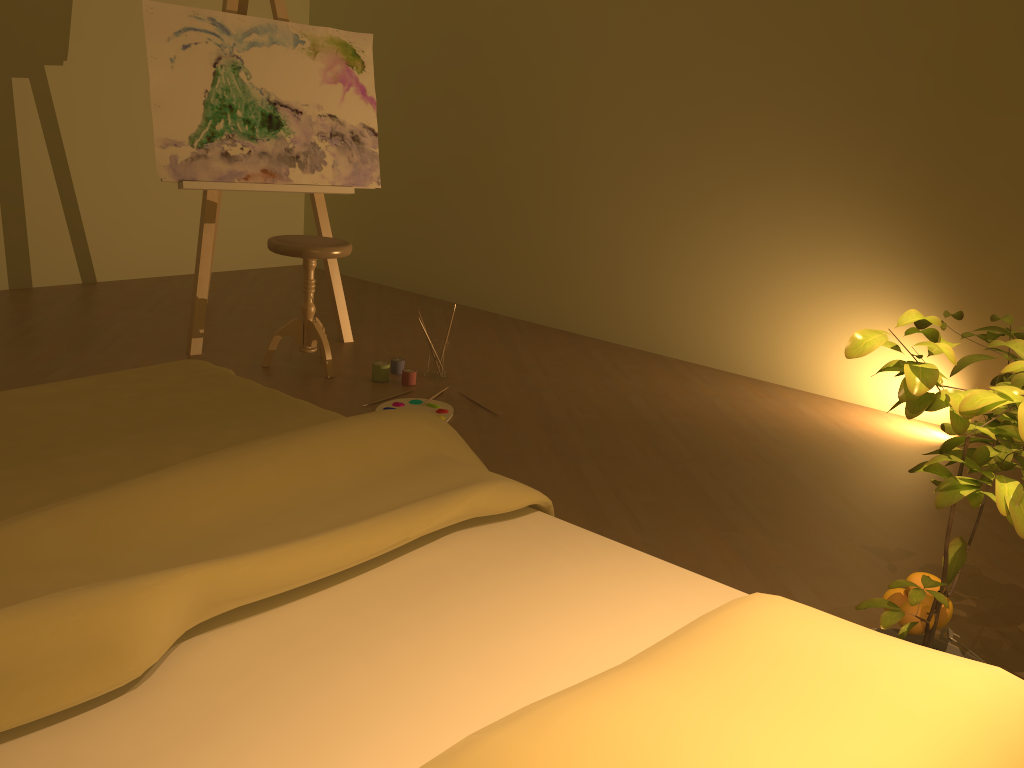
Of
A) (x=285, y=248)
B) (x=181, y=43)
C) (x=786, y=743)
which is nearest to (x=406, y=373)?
(x=285, y=248)

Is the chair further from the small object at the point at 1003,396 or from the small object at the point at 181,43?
the small object at the point at 1003,396

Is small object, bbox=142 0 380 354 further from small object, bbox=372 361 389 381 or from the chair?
small object, bbox=372 361 389 381

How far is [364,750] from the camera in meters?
1.0

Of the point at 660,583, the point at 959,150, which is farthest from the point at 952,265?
the point at 660,583

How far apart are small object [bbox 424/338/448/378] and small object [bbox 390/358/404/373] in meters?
0.1 m

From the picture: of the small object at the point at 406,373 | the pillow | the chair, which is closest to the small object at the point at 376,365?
the small object at the point at 406,373

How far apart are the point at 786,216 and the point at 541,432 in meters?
1.7

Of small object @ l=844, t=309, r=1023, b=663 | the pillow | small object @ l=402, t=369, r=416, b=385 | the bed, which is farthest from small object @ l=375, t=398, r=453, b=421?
the pillow

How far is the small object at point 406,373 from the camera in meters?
3.7 m
